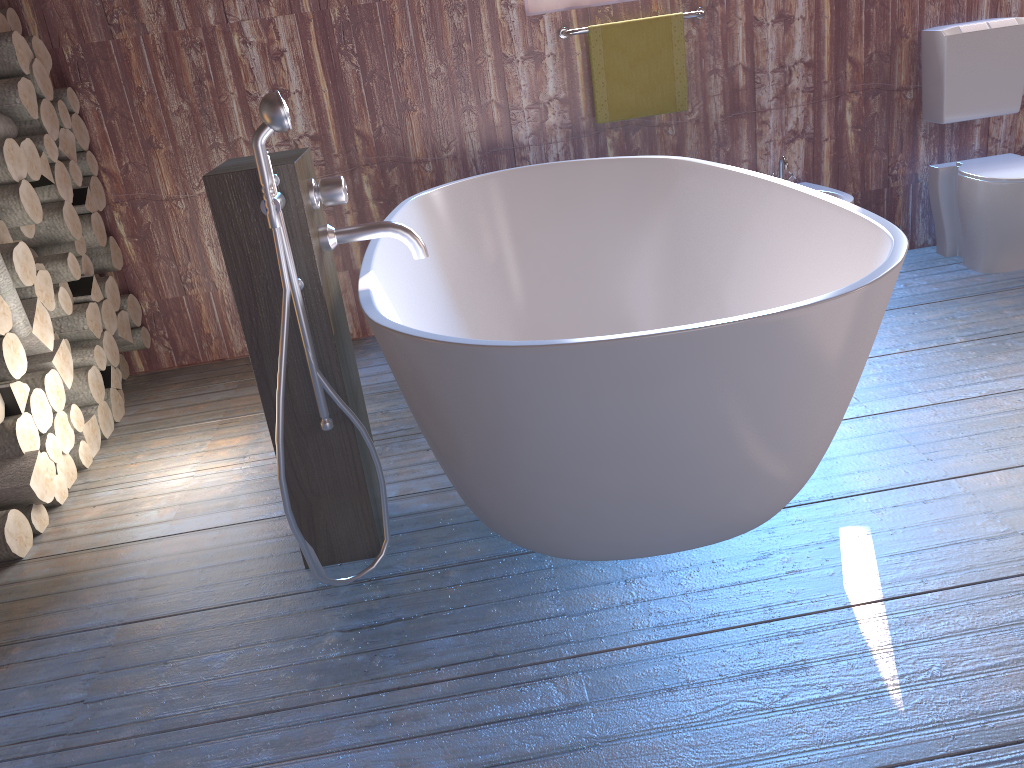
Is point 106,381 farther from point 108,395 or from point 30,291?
point 30,291

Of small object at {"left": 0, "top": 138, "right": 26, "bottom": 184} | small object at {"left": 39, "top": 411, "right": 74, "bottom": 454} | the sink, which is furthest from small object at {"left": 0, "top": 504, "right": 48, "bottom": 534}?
the sink

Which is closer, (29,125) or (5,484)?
(5,484)

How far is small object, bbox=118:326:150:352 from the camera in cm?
361

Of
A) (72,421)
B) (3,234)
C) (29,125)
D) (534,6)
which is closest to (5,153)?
(3,234)

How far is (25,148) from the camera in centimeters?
285cm

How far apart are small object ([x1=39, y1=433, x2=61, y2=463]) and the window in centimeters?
231cm

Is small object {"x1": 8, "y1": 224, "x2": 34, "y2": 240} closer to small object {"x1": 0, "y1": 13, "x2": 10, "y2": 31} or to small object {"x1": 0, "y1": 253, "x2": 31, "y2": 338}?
small object {"x1": 0, "y1": 253, "x2": 31, "y2": 338}

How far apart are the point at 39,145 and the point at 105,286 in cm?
56

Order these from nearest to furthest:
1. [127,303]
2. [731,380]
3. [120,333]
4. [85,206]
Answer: [731,380] → [85,206] → [120,333] → [127,303]
